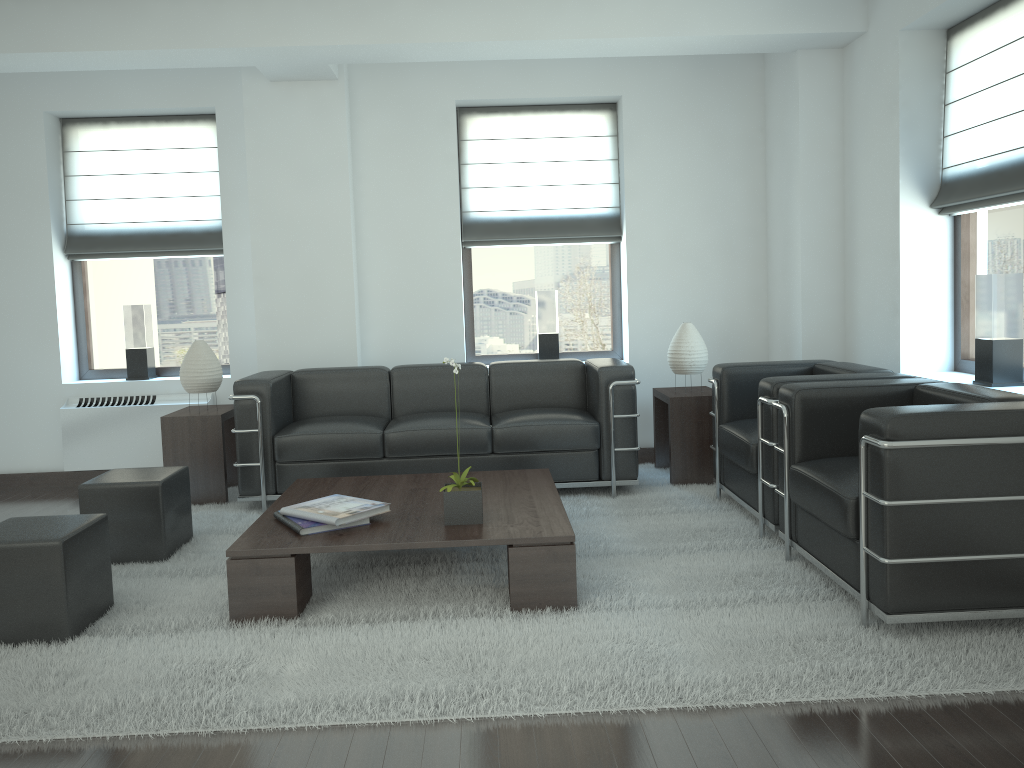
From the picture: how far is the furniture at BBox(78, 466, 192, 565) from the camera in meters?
6.1

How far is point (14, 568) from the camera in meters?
4.7

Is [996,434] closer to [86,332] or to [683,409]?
[683,409]

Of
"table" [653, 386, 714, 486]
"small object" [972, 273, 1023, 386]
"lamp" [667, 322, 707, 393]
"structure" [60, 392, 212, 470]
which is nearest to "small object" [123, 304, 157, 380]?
"structure" [60, 392, 212, 470]

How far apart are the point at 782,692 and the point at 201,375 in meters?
5.8

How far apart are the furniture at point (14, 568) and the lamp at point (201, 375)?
2.8 meters

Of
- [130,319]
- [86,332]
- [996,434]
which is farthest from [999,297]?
[86,332]

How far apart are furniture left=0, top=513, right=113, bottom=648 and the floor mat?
0.0 meters

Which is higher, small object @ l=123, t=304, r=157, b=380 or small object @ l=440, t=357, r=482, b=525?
small object @ l=123, t=304, r=157, b=380

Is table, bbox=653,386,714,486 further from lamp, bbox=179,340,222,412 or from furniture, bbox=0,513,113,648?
furniture, bbox=0,513,113,648
